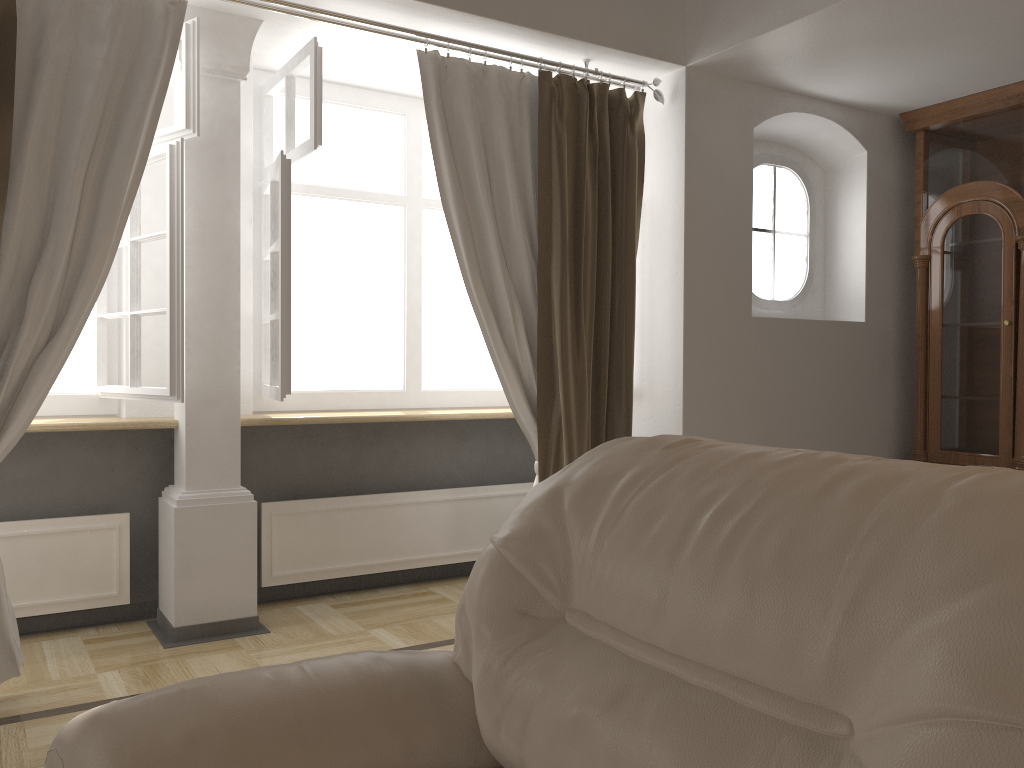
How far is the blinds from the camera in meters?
2.7 m

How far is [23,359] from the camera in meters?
2.7 m

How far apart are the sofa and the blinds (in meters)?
1.69

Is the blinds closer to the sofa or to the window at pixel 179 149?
the window at pixel 179 149

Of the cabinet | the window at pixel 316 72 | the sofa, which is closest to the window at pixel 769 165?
the cabinet

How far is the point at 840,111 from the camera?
4.32m

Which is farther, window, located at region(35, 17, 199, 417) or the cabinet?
the cabinet

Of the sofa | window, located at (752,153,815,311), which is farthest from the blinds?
the sofa

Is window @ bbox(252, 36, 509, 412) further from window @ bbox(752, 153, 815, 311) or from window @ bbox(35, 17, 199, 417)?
window @ bbox(752, 153, 815, 311)

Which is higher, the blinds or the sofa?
the blinds
